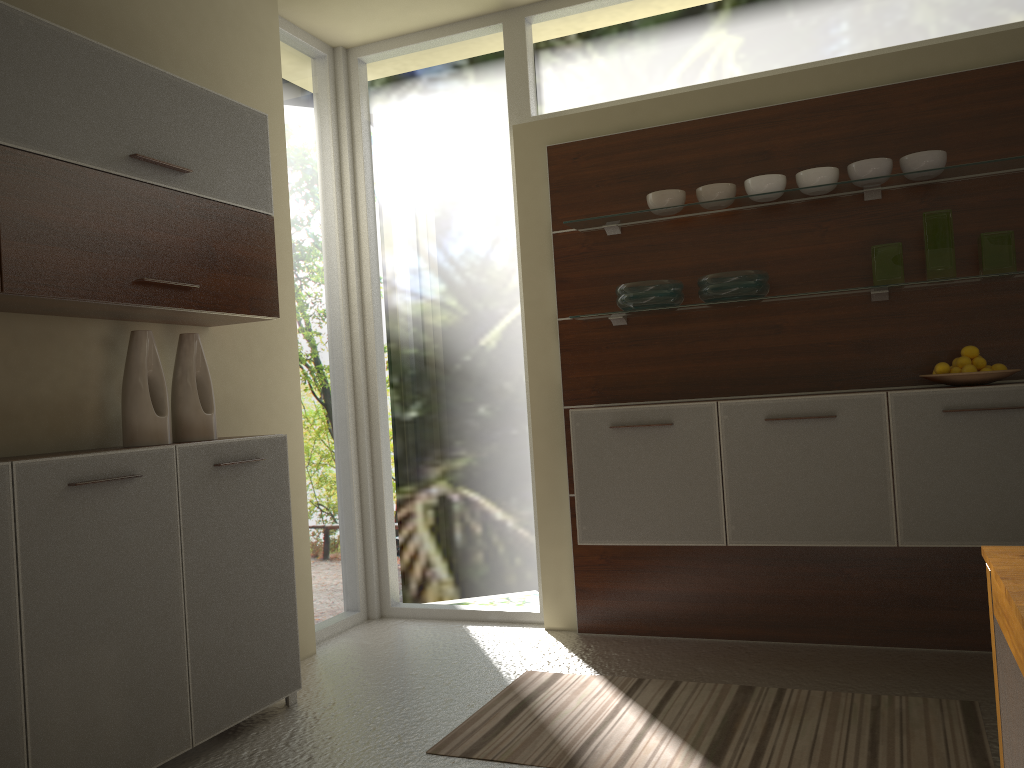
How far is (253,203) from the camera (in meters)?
3.28

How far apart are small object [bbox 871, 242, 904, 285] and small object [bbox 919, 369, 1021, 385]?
0.4 meters

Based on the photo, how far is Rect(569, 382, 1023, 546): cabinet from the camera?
3.1m

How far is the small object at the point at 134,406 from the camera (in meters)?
2.90

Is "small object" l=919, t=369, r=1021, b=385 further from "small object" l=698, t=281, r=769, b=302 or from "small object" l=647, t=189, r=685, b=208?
"small object" l=647, t=189, r=685, b=208

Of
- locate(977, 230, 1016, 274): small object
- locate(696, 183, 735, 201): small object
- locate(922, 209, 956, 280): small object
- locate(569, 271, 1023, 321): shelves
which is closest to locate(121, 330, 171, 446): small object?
locate(569, 271, 1023, 321): shelves

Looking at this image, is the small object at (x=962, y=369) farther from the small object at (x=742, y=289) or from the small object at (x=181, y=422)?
the small object at (x=181, y=422)

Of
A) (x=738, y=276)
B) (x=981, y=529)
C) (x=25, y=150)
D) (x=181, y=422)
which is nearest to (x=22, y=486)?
(x=181, y=422)

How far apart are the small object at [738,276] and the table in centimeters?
211cm

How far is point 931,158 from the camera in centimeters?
330cm
